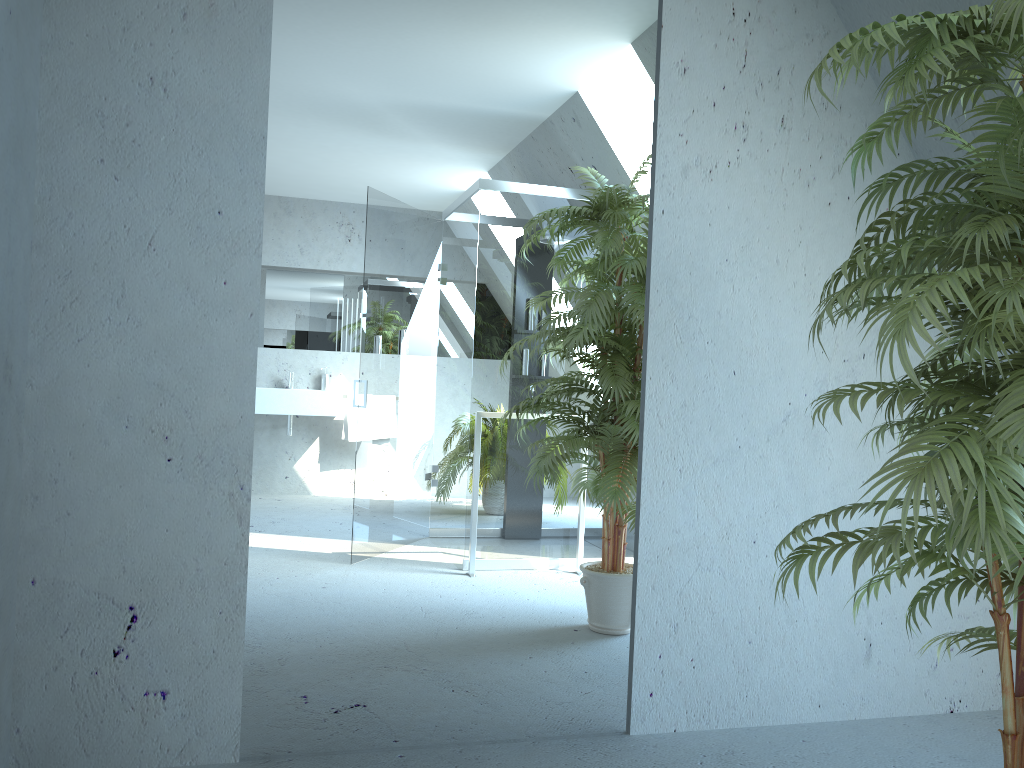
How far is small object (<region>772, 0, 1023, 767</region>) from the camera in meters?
1.4 m

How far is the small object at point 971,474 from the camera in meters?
1.4

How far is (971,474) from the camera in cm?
140
